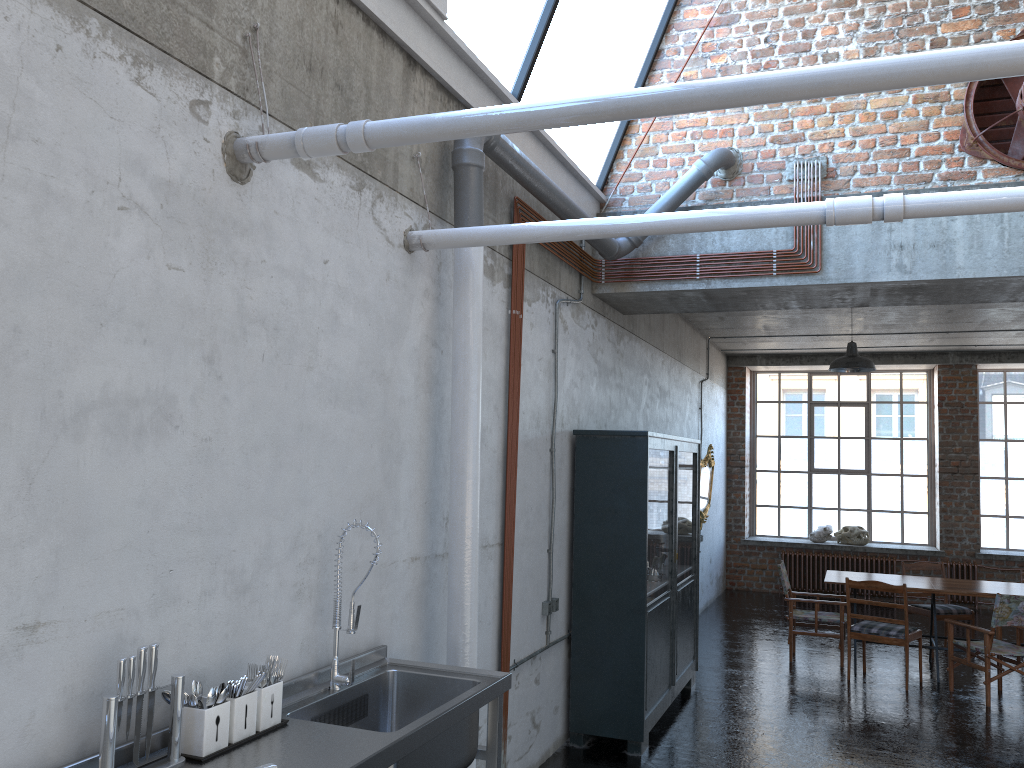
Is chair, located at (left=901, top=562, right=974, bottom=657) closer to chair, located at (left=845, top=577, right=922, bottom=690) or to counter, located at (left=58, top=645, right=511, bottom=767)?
chair, located at (left=845, top=577, right=922, bottom=690)

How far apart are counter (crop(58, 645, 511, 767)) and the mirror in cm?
845

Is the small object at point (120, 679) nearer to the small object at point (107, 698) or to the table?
the small object at point (107, 698)

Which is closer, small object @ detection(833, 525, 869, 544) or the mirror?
the mirror

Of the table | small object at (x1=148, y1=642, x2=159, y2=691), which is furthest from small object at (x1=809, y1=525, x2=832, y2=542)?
small object at (x1=148, y1=642, x2=159, y2=691)

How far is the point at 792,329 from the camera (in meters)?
11.94

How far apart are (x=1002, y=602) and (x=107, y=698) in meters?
7.8 m

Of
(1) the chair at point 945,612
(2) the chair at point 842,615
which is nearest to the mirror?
(2) the chair at point 842,615

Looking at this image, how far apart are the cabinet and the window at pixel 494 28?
2.1m

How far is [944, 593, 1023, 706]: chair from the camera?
7.8m
